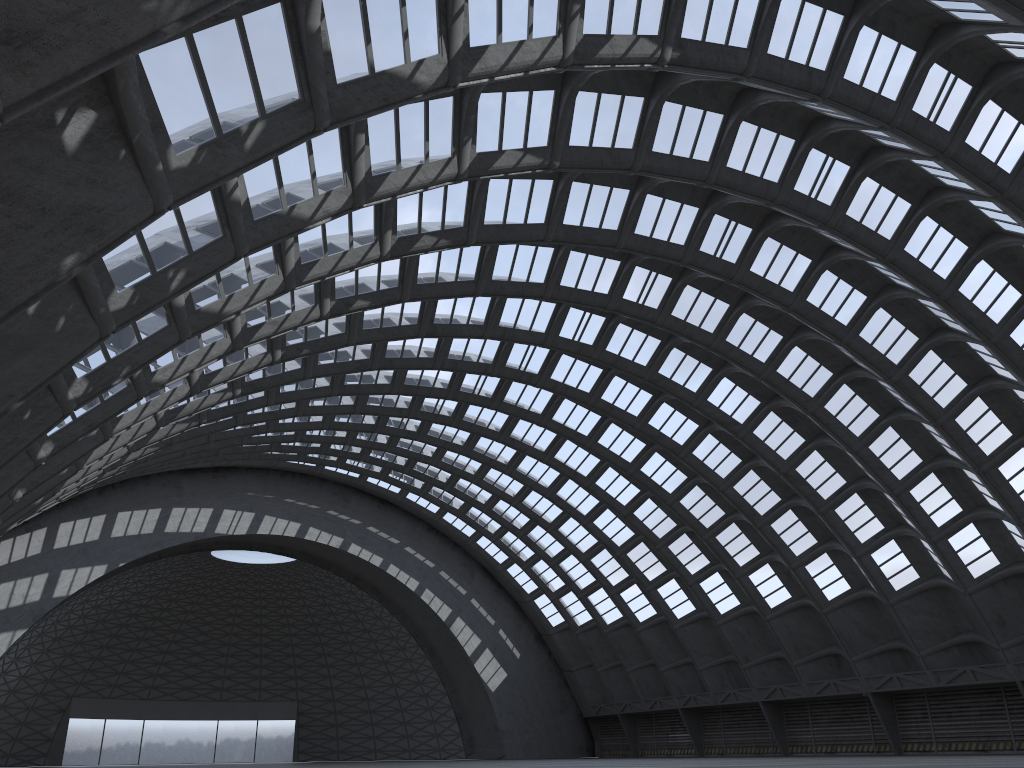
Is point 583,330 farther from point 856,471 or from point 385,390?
point 856,471
